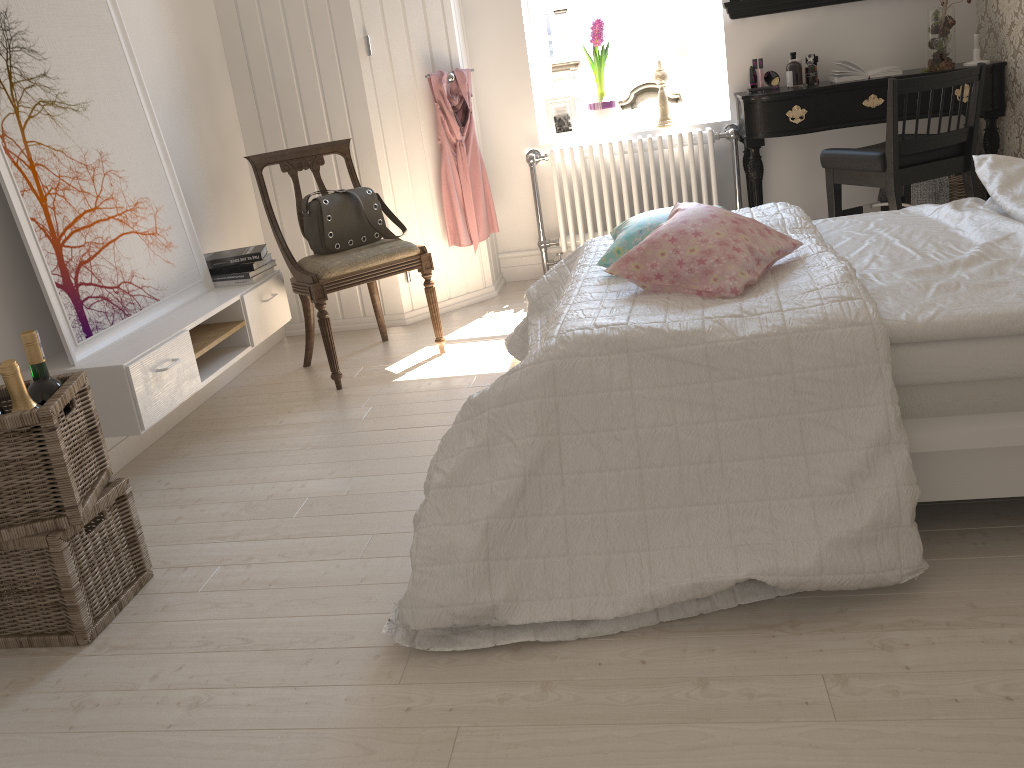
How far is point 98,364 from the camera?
2.5 meters

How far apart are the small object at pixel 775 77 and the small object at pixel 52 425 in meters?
3.2

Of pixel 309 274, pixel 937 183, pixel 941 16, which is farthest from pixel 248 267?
pixel 941 16

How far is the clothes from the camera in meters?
4.0

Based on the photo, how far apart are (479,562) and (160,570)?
1.0m

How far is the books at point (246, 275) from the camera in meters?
3.3 m

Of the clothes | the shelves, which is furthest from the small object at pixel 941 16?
the shelves

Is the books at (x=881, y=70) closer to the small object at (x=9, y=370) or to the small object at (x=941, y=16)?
the small object at (x=941, y=16)

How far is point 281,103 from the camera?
3.8 meters

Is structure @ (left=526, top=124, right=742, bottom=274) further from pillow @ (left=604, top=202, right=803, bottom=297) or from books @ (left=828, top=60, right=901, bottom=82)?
pillow @ (left=604, top=202, right=803, bottom=297)
